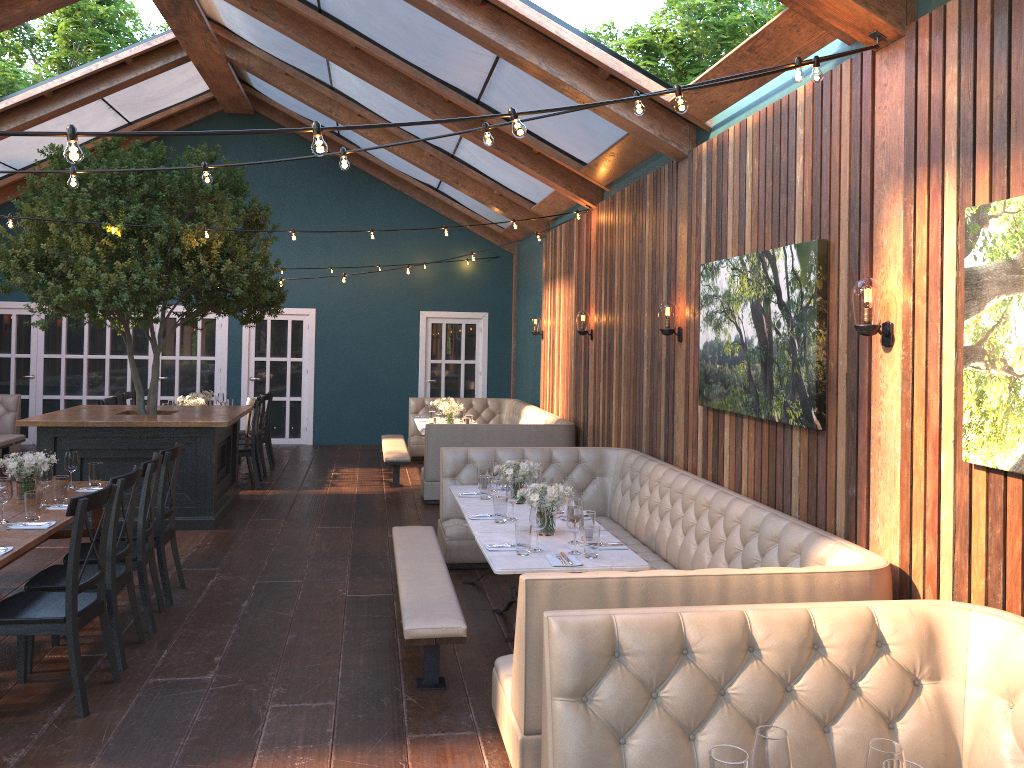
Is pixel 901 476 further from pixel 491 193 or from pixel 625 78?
pixel 491 193

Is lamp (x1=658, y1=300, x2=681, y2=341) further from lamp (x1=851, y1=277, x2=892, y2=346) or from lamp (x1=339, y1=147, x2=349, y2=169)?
lamp (x1=339, y1=147, x2=349, y2=169)

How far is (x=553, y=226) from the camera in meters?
11.8 m

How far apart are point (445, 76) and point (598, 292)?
2.6m

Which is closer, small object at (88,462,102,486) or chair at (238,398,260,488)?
small object at (88,462,102,486)

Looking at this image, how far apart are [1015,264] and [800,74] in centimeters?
143cm

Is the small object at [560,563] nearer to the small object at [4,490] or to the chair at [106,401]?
the small object at [4,490]

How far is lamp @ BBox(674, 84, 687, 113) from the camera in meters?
3.6 m

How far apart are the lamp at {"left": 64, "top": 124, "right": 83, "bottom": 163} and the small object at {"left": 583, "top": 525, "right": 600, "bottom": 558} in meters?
2.9

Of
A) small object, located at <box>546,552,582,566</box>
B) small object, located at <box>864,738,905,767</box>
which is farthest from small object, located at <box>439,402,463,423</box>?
small object, located at <box>864,738,905,767</box>
